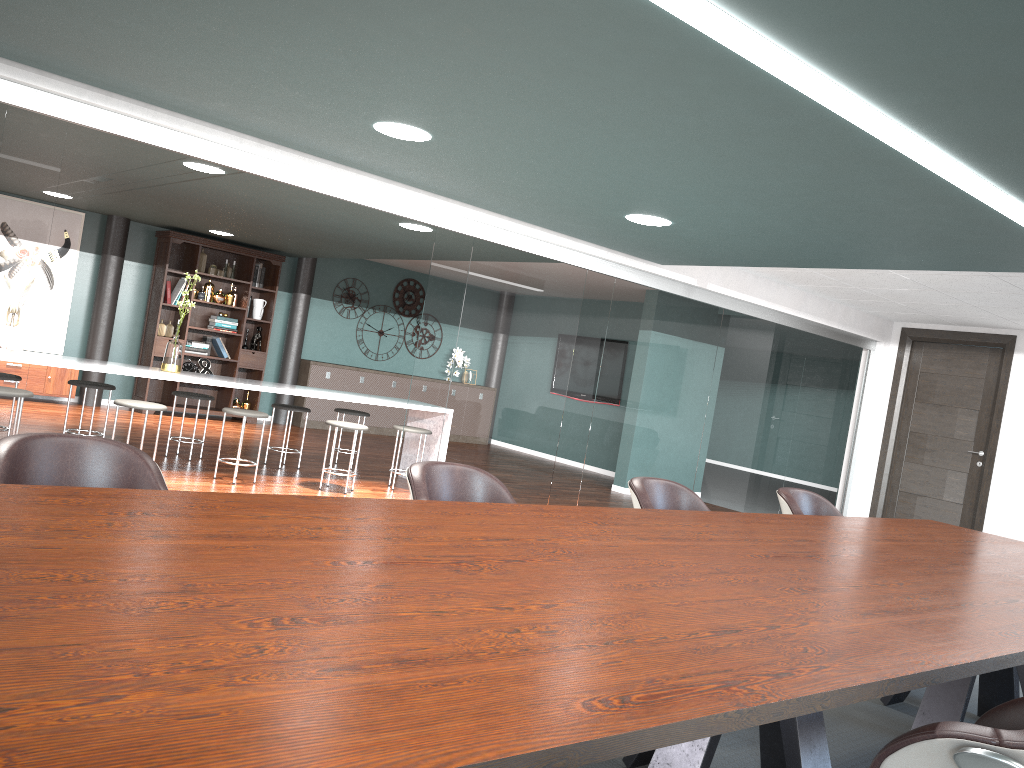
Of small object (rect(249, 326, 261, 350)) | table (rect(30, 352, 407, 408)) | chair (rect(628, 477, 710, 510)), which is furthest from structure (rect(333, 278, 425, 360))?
chair (rect(628, 477, 710, 510))

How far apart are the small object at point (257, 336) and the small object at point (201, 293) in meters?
0.8

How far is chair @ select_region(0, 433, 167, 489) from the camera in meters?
2.1

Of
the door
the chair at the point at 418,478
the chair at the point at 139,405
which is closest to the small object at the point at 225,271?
the chair at the point at 139,405

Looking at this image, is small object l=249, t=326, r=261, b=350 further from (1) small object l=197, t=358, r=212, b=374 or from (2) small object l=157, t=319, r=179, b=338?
(2) small object l=157, t=319, r=179, b=338

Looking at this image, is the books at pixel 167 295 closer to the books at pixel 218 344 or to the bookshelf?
the bookshelf

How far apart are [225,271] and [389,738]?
9.8 meters

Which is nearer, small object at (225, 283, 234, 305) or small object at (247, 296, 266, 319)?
small object at (225, 283, 234, 305)

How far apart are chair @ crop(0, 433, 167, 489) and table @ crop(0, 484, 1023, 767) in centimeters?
26cm

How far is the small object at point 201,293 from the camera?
9.8 meters
